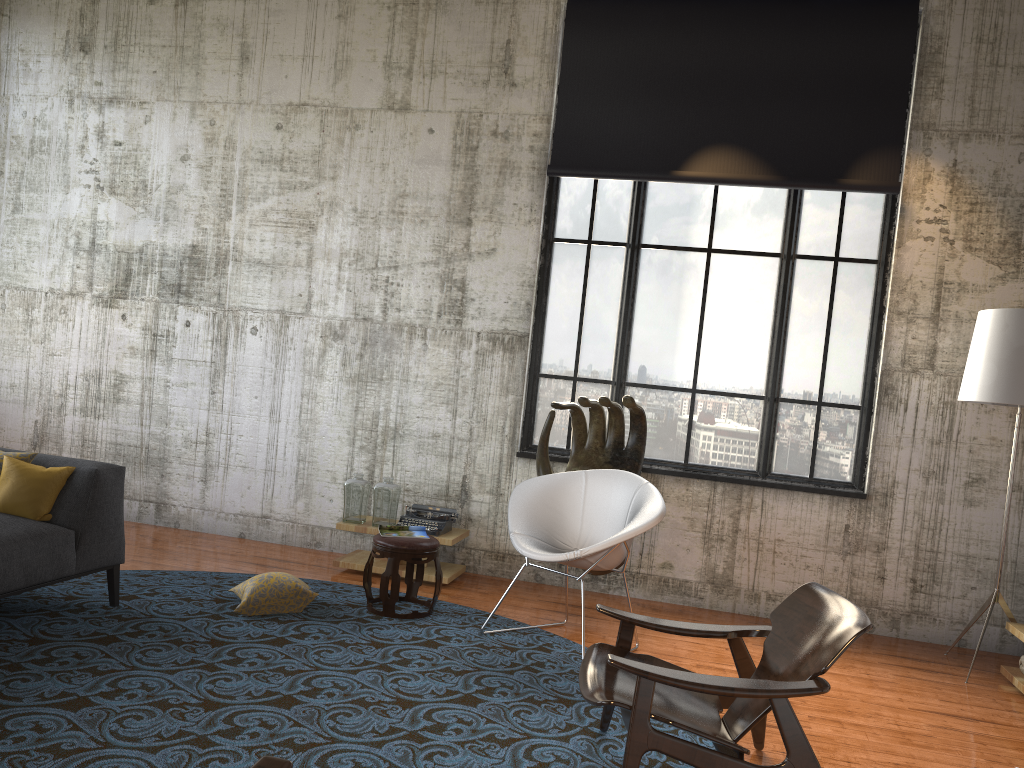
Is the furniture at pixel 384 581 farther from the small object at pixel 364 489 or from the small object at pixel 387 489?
the small object at pixel 364 489

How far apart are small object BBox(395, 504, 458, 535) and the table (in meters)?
0.05

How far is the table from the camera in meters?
6.2

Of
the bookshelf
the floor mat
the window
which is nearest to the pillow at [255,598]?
the floor mat

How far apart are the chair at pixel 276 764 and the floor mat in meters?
1.4 m

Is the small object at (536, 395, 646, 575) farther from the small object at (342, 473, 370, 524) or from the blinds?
the blinds

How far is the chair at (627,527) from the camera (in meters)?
4.83

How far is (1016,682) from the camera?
5.1m

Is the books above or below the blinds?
below

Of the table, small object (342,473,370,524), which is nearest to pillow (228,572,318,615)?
the table
